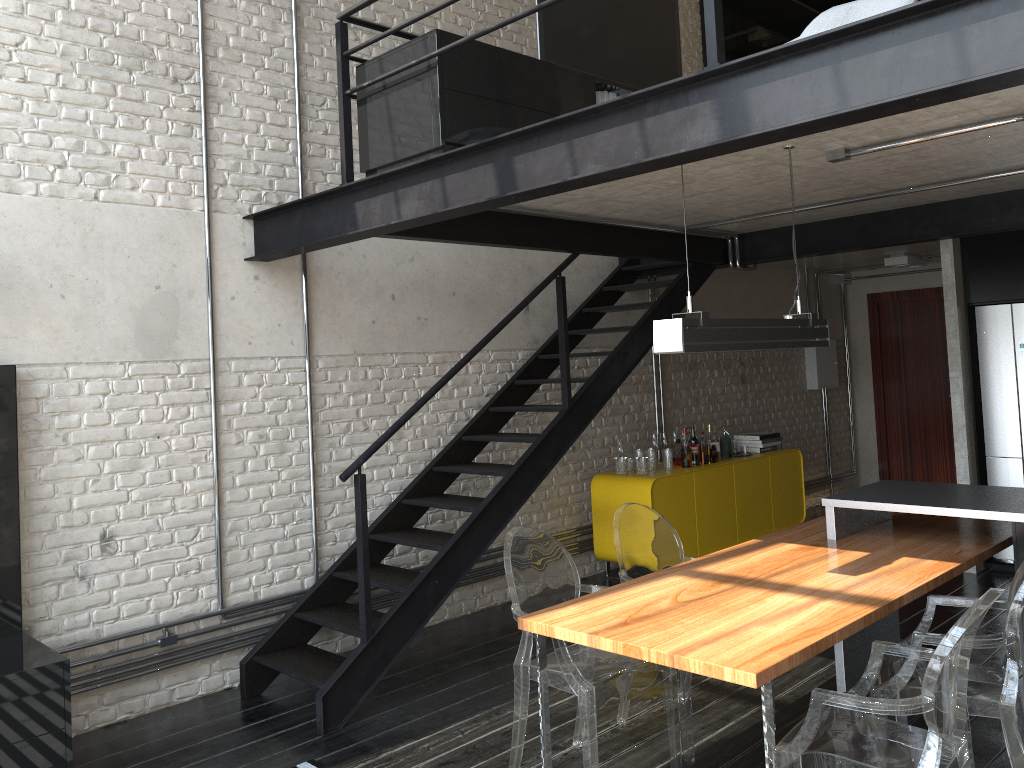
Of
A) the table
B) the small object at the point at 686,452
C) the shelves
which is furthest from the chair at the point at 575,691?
the shelves

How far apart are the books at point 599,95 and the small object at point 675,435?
3.3 meters

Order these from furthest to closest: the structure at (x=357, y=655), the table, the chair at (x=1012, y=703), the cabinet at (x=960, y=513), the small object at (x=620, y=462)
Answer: the small object at (x=620, y=462)
the structure at (x=357, y=655)
the cabinet at (x=960, y=513)
the chair at (x=1012, y=703)
the table

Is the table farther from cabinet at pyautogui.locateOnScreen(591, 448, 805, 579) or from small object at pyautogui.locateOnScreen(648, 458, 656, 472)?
small object at pyautogui.locateOnScreen(648, 458, 656, 472)

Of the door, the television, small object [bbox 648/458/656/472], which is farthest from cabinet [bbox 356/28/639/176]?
the door

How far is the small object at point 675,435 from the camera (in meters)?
7.18

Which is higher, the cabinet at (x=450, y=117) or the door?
the cabinet at (x=450, y=117)

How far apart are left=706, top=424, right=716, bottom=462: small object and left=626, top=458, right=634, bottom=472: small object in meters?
0.8 m

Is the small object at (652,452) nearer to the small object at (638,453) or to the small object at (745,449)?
the small object at (638,453)

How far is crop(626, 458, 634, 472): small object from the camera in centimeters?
664cm
